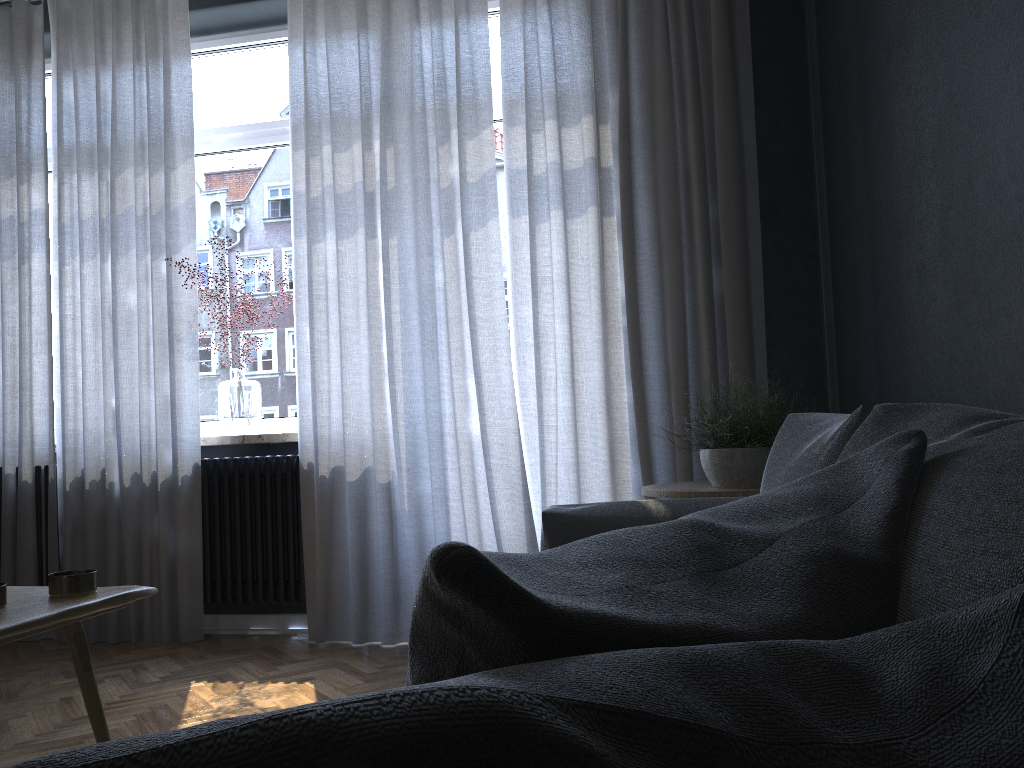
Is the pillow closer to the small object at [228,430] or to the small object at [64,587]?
the small object at [64,587]

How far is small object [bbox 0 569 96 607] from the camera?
1.4 meters

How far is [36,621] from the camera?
1.2m

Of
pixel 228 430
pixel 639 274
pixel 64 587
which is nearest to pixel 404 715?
pixel 64 587

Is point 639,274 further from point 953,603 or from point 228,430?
point 953,603

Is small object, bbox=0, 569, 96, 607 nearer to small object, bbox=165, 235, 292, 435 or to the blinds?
the blinds

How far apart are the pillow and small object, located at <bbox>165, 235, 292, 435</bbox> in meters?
3.3 m

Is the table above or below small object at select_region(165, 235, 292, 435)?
below

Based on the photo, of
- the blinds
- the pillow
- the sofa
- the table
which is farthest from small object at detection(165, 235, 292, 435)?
the pillow

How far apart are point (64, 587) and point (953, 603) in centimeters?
133cm
